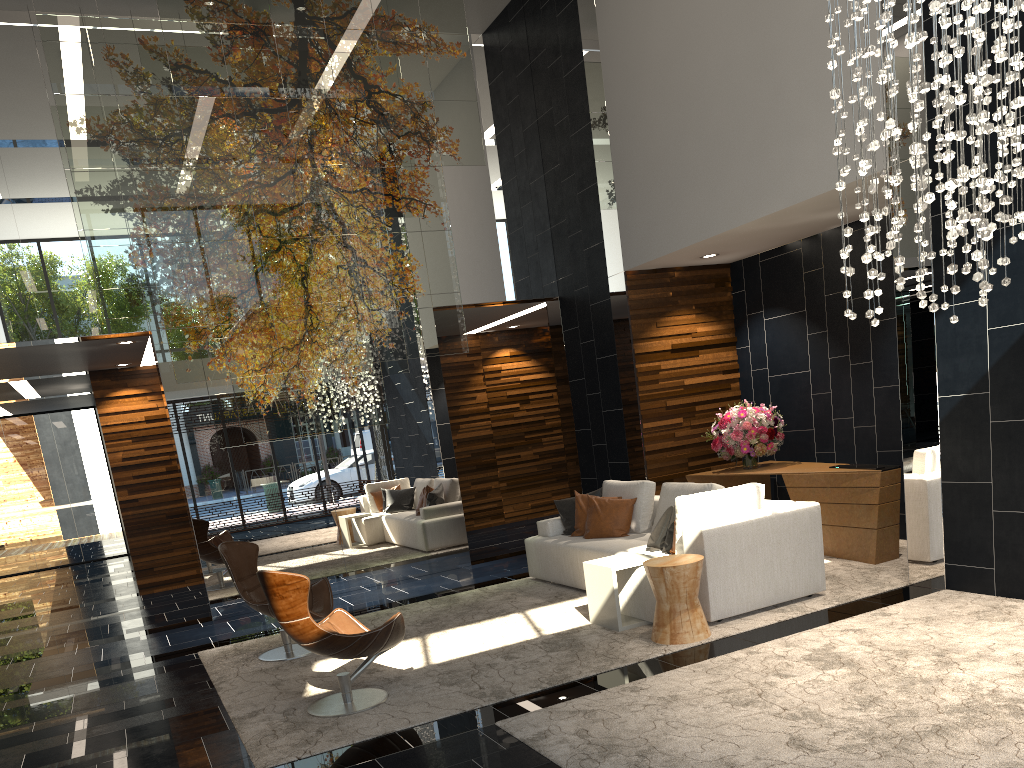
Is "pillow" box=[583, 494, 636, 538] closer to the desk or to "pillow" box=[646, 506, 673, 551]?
"pillow" box=[646, 506, 673, 551]

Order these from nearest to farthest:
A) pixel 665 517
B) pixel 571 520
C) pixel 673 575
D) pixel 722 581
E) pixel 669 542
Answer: pixel 673 575 < pixel 722 581 < pixel 669 542 < pixel 665 517 < pixel 571 520

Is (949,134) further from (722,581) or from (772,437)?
(772,437)

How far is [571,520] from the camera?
7.8m

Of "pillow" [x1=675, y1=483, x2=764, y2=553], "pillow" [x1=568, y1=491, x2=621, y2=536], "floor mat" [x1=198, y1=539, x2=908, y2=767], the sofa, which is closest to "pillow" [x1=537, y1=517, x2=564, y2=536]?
the sofa

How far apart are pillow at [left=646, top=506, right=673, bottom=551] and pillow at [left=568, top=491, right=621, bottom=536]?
1.3m

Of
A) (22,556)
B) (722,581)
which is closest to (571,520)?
(722,581)

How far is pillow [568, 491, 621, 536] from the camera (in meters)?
7.67

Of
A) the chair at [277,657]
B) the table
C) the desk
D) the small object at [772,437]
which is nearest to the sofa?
the table

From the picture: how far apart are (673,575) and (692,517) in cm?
66
